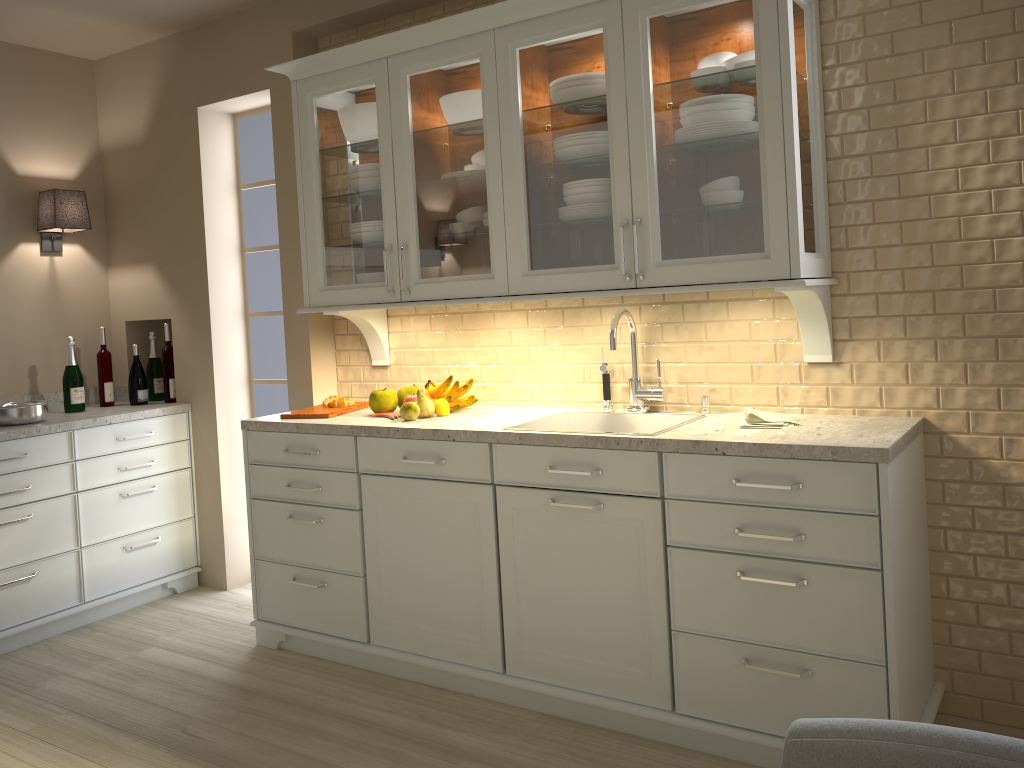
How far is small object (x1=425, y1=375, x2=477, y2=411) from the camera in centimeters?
305cm

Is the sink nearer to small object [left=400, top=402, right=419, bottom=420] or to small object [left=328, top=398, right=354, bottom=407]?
small object [left=400, top=402, right=419, bottom=420]

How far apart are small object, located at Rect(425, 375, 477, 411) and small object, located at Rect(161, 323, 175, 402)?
1.5 meters

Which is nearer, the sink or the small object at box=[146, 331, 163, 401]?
the sink

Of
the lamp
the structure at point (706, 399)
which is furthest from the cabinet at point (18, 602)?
the structure at point (706, 399)

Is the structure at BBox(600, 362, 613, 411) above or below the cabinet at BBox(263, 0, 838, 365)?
below

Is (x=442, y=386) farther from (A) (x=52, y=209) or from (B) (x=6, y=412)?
(A) (x=52, y=209)

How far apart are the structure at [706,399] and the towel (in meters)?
0.21

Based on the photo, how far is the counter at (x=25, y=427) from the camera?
3.4 meters

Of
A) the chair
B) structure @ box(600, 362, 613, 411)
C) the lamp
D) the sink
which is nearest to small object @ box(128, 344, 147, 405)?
the lamp
